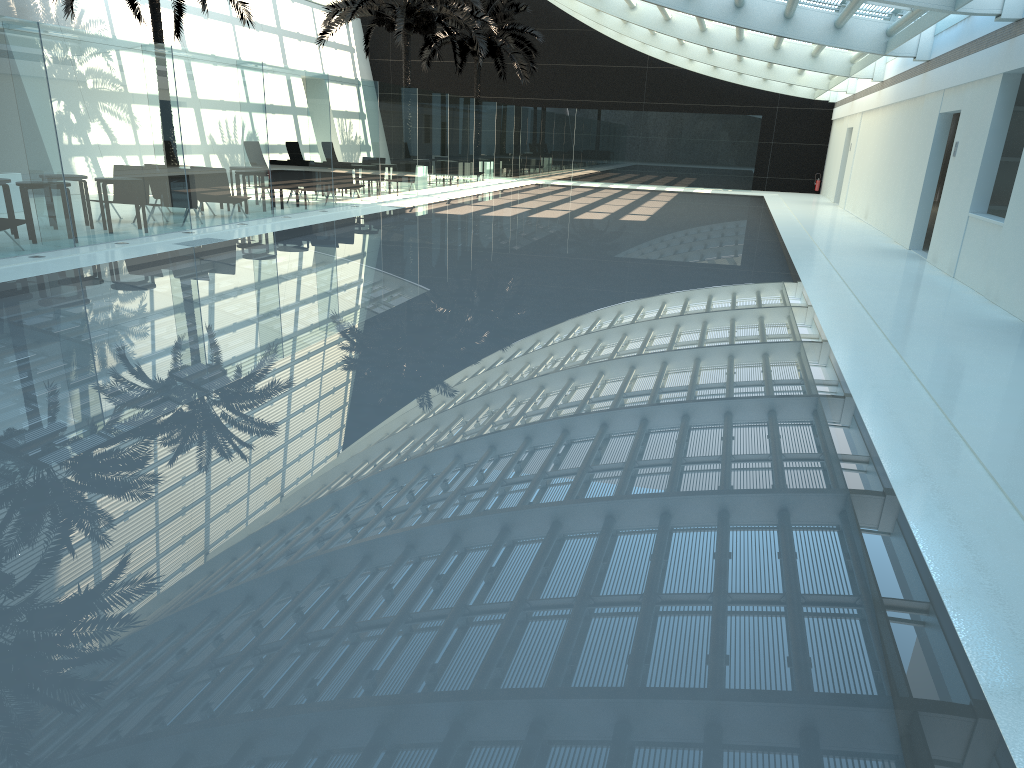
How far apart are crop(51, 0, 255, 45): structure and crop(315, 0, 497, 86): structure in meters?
4.5

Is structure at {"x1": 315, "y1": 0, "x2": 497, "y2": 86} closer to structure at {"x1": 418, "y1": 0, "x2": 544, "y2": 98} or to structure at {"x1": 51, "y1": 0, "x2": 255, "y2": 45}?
structure at {"x1": 418, "y1": 0, "x2": 544, "y2": 98}

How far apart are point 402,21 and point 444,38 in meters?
8.2

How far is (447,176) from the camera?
28.2m

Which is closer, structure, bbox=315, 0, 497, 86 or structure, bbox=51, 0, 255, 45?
structure, bbox=51, 0, 255, 45

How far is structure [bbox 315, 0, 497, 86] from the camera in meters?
25.2 m

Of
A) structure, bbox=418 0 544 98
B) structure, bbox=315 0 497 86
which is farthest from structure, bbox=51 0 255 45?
structure, bbox=418 0 544 98

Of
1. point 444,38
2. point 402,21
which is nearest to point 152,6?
point 402,21

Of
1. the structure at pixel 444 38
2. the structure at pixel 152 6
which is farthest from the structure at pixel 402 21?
the structure at pixel 152 6

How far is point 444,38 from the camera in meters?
33.0
